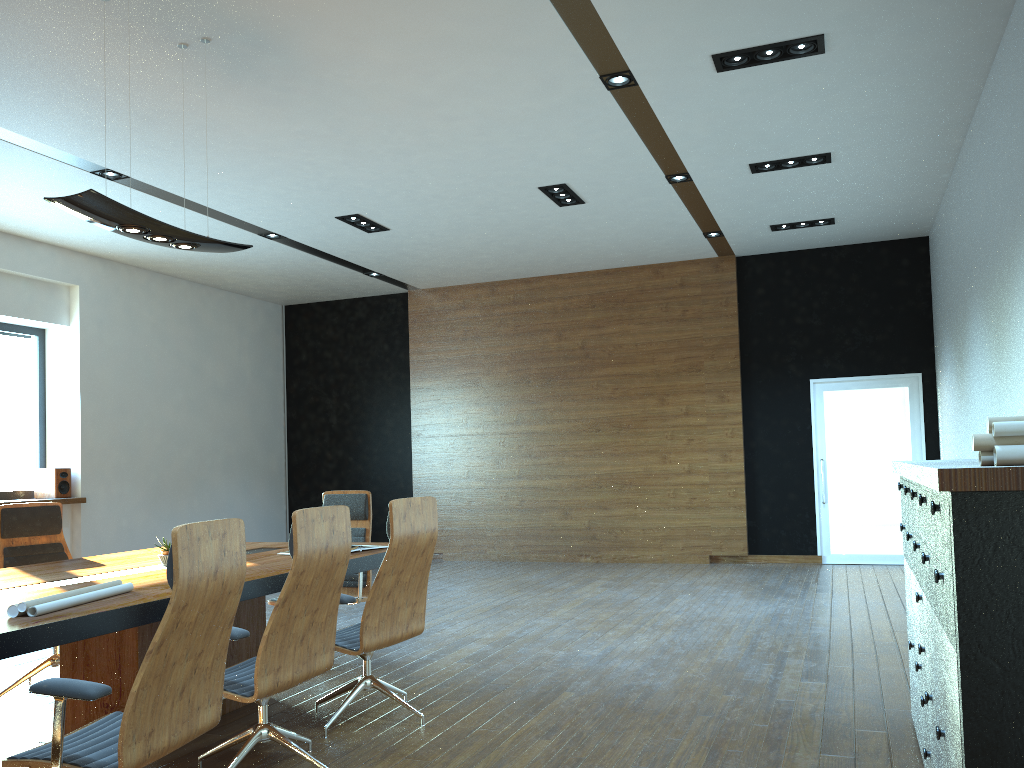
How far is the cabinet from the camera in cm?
207

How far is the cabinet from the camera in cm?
207

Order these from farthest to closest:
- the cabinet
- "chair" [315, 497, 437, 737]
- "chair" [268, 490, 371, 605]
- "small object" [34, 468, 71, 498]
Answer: "small object" [34, 468, 71, 498], "chair" [268, 490, 371, 605], "chair" [315, 497, 437, 737], the cabinet

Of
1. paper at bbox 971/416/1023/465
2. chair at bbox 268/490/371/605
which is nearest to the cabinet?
paper at bbox 971/416/1023/465

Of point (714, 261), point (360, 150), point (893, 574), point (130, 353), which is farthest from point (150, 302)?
point (893, 574)

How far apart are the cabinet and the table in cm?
267

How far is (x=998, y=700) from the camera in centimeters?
207cm

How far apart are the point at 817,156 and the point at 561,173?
2.1m

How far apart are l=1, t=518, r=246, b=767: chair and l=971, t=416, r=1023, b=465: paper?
2.2m

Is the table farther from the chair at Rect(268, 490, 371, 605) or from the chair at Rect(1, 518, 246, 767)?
the chair at Rect(268, 490, 371, 605)
